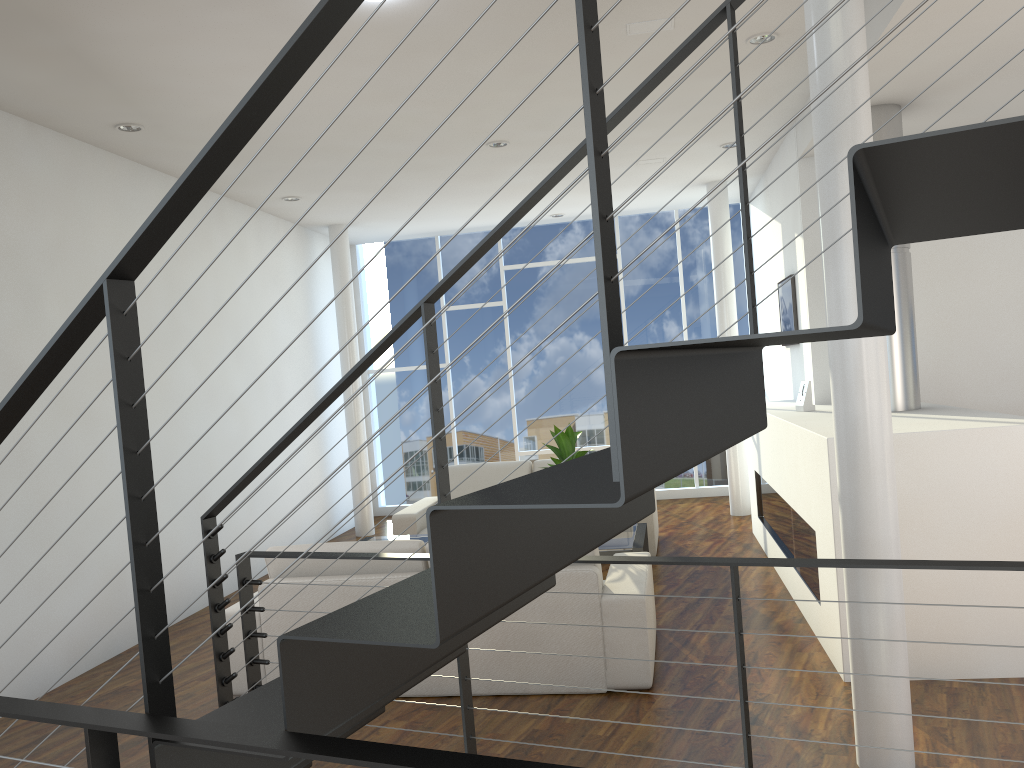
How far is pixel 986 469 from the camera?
2.9 meters

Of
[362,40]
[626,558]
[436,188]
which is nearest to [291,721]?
[626,558]

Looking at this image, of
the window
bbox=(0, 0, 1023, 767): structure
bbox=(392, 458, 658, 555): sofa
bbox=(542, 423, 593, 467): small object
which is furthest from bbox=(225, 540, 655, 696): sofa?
the window

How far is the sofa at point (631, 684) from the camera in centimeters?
308cm

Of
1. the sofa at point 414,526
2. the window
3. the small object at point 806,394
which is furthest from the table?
the window

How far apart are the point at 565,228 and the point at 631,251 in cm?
572

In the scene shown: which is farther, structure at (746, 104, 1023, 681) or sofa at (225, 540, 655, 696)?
sofa at (225, 540, 655, 696)

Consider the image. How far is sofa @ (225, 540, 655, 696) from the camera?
3.1 meters

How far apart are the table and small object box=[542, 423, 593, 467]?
0.5m

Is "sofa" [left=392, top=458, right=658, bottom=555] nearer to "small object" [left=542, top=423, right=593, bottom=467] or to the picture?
"small object" [left=542, top=423, right=593, bottom=467]
